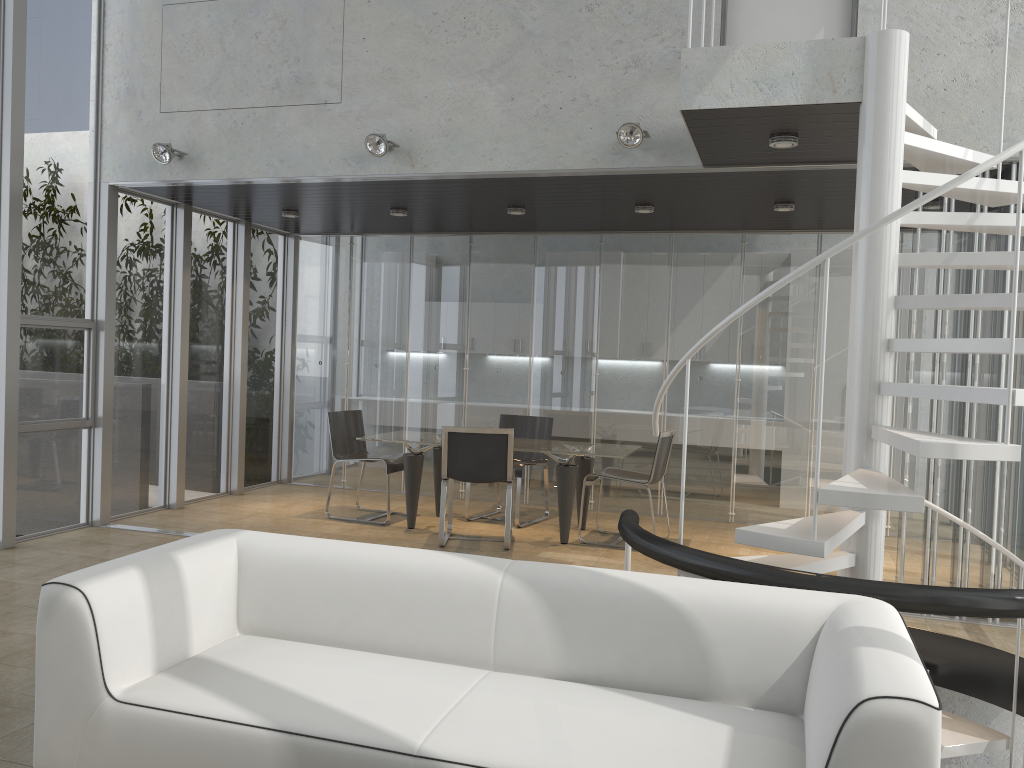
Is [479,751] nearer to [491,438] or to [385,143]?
[491,438]

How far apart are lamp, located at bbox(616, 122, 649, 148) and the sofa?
3.2 meters

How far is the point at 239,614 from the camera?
3.3m

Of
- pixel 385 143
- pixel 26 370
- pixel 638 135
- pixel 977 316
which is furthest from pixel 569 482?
pixel 26 370

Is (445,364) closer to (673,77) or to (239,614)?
(673,77)

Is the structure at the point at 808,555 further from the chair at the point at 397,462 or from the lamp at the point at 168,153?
the lamp at the point at 168,153

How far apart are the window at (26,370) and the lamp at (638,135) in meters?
4.2 m

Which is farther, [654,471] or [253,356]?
[253,356]

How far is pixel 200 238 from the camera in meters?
8.2

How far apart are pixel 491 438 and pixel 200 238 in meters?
3.6
